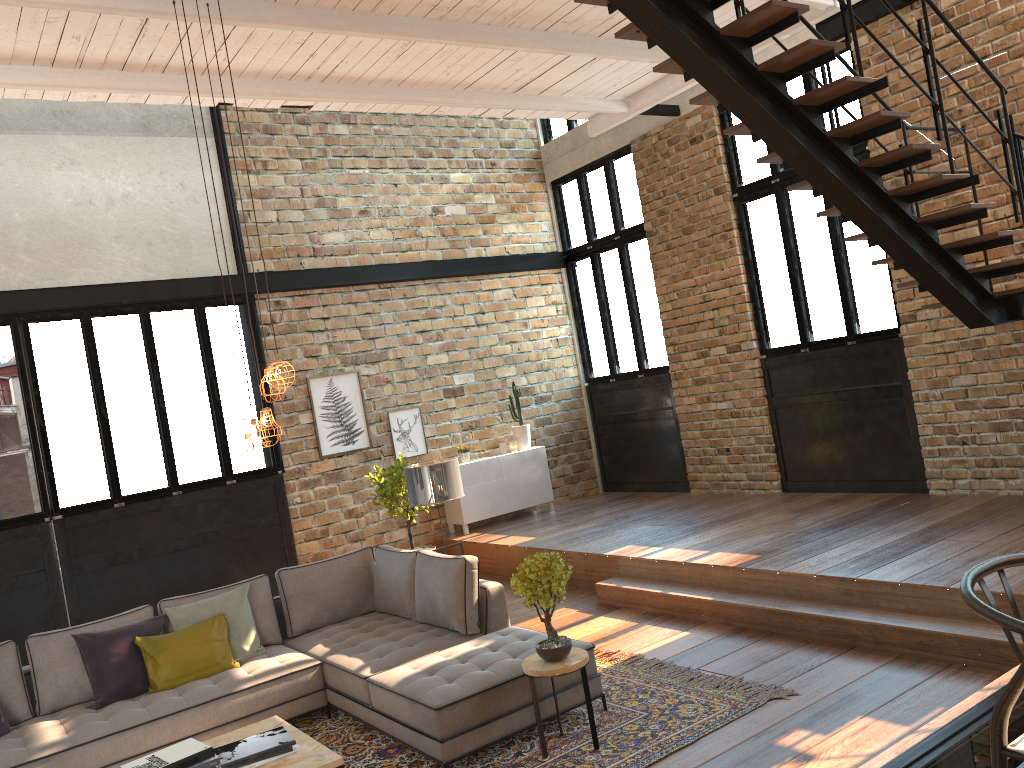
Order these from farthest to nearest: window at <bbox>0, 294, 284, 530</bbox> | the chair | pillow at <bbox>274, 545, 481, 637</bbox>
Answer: window at <bbox>0, 294, 284, 530</bbox>
pillow at <bbox>274, 545, 481, 637</bbox>
the chair

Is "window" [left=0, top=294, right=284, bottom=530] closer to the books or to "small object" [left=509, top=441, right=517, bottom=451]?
"small object" [left=509, top=441, right=517, bottom=451]

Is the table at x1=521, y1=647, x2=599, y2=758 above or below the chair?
below

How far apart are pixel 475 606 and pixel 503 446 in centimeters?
506cm

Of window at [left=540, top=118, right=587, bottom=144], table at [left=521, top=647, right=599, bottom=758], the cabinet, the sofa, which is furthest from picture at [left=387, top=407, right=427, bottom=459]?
table at [left=521, top=647, right=599, bottom=758]

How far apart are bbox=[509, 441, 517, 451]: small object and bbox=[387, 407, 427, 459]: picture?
1.09m

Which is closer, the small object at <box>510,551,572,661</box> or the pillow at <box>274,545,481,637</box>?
the small object at <box>510,551,572,661</box>

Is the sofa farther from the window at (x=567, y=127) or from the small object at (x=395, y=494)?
the window at (x=567, y=127)

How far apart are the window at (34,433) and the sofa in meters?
2.7

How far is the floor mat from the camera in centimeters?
445cm
